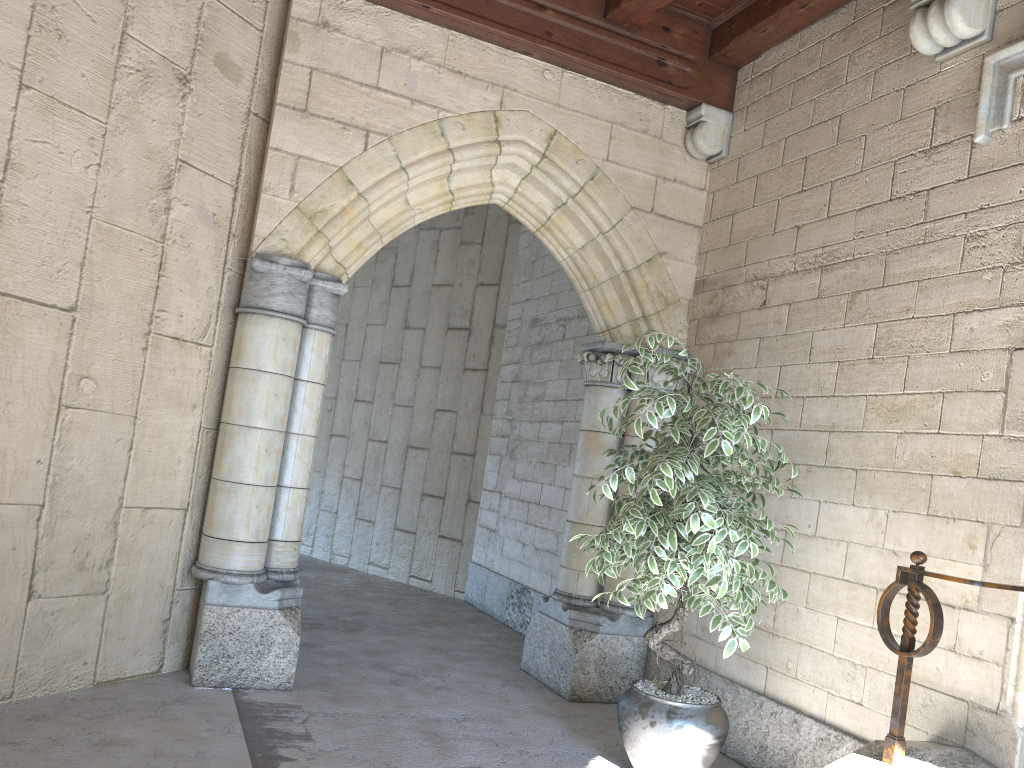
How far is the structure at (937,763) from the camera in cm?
247

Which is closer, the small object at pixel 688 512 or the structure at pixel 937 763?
the structure at pixel 937 763

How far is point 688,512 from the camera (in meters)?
2.88

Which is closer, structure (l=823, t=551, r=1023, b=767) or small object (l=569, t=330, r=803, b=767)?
structure (l=823, t=551, r=1023, b=767)

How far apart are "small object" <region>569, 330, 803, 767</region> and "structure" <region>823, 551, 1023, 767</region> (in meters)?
0.35

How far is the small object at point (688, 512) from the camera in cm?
288

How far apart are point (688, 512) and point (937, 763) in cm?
98

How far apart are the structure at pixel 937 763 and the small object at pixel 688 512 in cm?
35

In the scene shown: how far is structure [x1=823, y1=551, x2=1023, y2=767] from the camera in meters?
2.5 m

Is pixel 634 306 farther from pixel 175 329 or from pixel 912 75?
pixel 175 329
